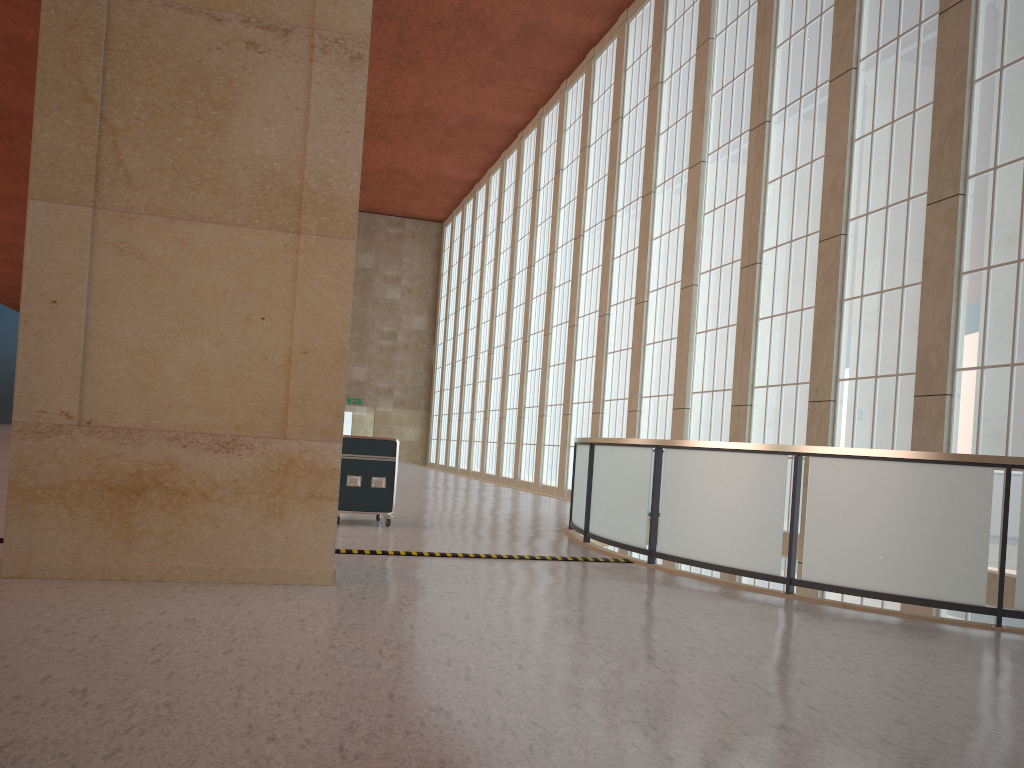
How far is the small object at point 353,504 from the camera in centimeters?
1505cm

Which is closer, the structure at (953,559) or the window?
the structure at (953,559)

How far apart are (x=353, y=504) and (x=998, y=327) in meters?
11.2 m

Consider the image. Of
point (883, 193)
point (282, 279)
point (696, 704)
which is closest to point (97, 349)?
point (282, 279)

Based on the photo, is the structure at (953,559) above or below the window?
below

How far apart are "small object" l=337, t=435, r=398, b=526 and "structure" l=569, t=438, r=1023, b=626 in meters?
3.2 m

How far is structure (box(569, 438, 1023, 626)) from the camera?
9.2m

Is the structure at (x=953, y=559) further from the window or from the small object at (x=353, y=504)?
the small object at (x=353, y=504)

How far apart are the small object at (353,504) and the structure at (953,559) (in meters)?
3.22

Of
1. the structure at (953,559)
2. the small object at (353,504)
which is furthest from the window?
the small object at (353,504)
